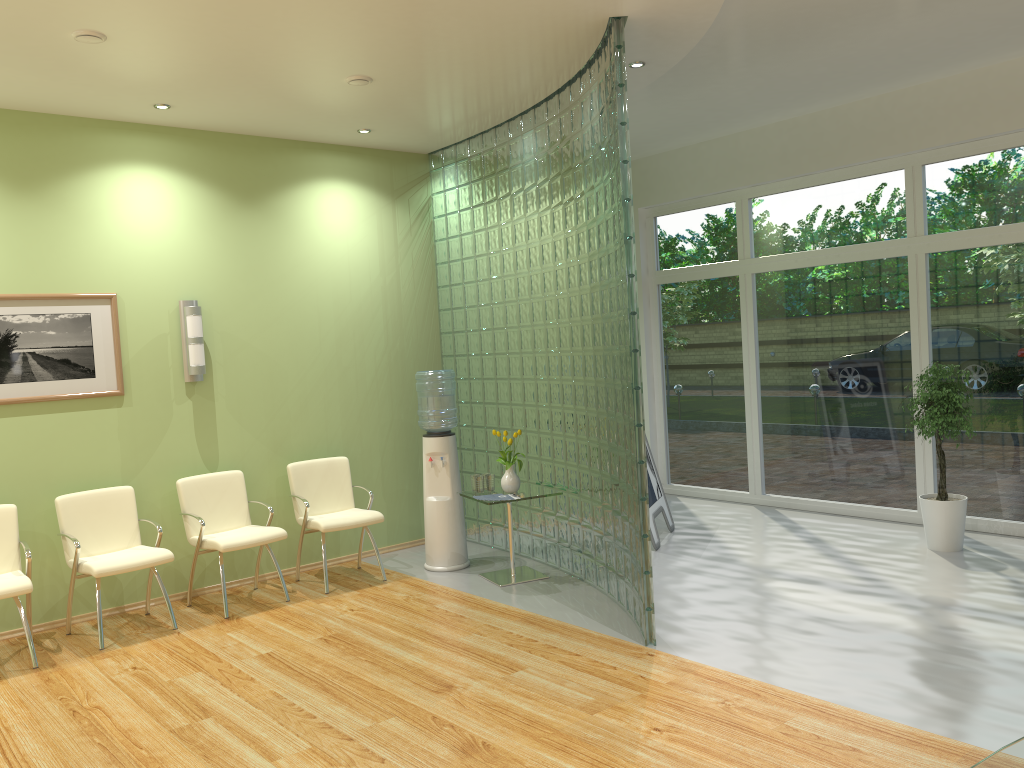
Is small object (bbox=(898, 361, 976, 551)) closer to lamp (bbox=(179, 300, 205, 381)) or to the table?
the table

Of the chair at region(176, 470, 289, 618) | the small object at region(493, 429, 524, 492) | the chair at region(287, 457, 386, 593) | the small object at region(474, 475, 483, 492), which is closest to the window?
the small object at region(493, 429, 524, 492)

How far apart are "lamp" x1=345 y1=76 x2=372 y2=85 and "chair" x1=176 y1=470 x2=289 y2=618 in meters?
2.9 m

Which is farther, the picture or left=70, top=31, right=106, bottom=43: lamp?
the picture

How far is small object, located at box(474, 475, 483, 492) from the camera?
6.4 meters

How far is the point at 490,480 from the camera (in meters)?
6.43

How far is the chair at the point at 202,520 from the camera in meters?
5.9 m

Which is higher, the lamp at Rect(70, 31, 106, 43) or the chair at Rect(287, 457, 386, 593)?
the lamp at Rect(70, 31, 106, 43)

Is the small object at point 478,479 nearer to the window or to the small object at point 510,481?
the small object at point 510,481

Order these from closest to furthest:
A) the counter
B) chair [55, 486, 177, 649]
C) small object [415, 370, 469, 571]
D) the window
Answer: the counter < chair [55, 486, 177, 649] < small object [415, 370, 469, 571] < the window
